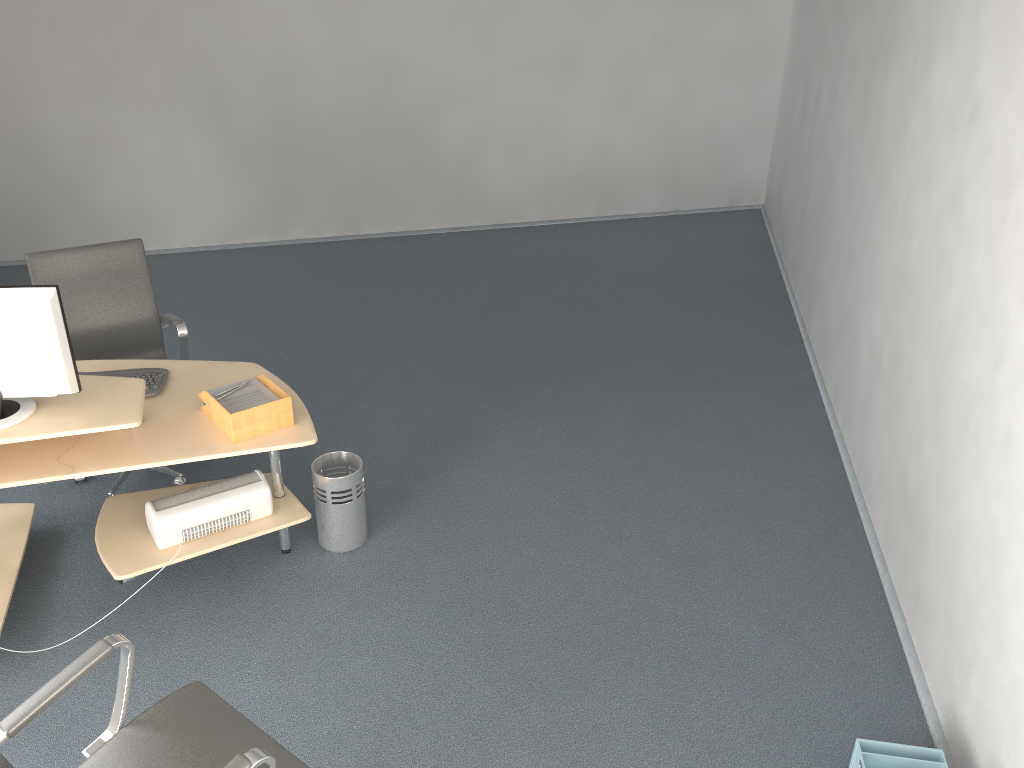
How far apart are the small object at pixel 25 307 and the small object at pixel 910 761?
2.7m

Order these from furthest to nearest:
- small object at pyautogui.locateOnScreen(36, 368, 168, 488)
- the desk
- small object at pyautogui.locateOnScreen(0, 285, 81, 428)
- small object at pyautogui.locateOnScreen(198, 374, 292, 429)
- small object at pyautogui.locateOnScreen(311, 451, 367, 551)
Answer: small object at pyautogui.locateOnScreen(311, 451, 367, 551)
small object at pyautogui.locateOnScreen(36, 368, 168, 488)
small object at pyautogui.locateOnScreen(198, 374, 292, 429)
the desk
small object at pyautogui.locateOnScreen(0, 285, 81, 428)

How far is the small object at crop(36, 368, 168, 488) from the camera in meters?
3.4 m

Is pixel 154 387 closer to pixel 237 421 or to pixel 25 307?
pixel 237 421

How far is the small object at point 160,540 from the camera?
3.2m

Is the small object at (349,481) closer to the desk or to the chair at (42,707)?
the desk

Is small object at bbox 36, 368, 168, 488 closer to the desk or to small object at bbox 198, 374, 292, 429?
the desk

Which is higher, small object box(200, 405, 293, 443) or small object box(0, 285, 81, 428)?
small object box(0, 285, 81, 428)

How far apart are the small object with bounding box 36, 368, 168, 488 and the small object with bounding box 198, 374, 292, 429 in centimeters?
26cm

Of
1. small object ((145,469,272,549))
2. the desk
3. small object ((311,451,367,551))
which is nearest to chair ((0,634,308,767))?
the desk
